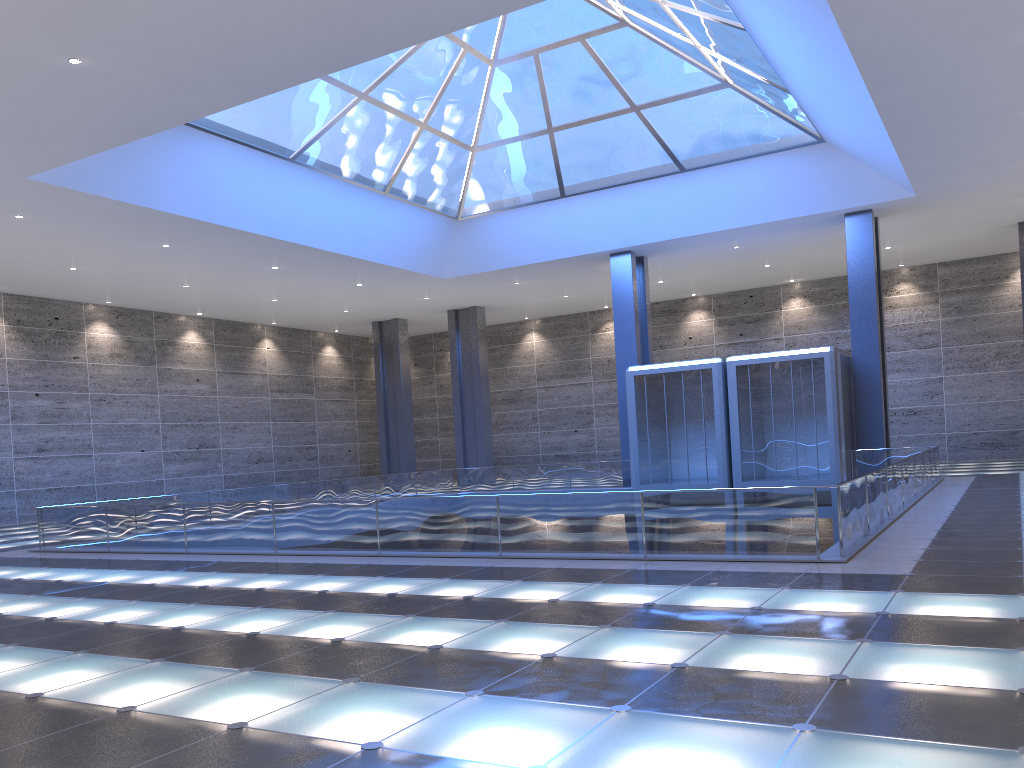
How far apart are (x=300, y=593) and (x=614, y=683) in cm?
665
